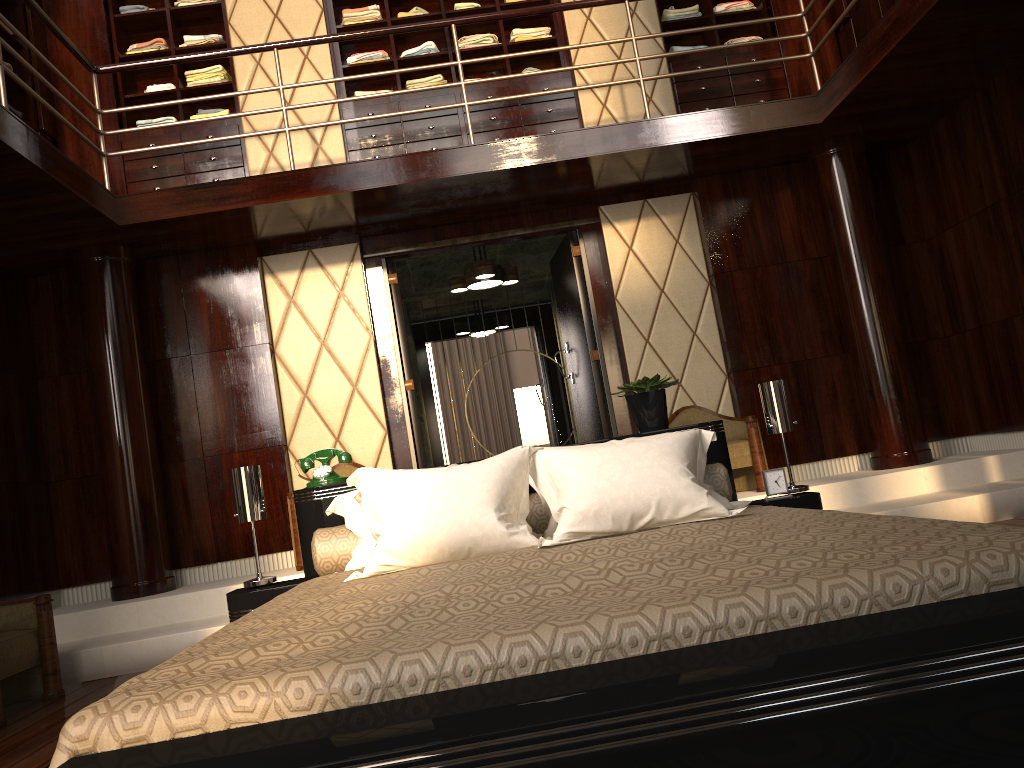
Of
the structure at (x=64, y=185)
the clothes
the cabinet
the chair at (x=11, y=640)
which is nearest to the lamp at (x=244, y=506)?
the chair at (x=11, y=640)

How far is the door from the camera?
5.5 meters

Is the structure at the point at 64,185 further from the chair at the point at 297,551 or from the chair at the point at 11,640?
the chair at the point at 11,640

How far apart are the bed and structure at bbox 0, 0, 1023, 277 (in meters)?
1.90

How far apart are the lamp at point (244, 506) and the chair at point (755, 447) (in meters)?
2.85

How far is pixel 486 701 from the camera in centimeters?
105cm

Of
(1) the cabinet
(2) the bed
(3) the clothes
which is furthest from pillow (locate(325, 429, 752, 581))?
(3) the clothes

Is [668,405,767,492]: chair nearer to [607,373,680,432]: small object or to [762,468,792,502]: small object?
[607,373,680,432]: small object

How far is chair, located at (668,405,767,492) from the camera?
4.87m

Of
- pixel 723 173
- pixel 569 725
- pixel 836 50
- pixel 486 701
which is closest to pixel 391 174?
pixel 723 173
